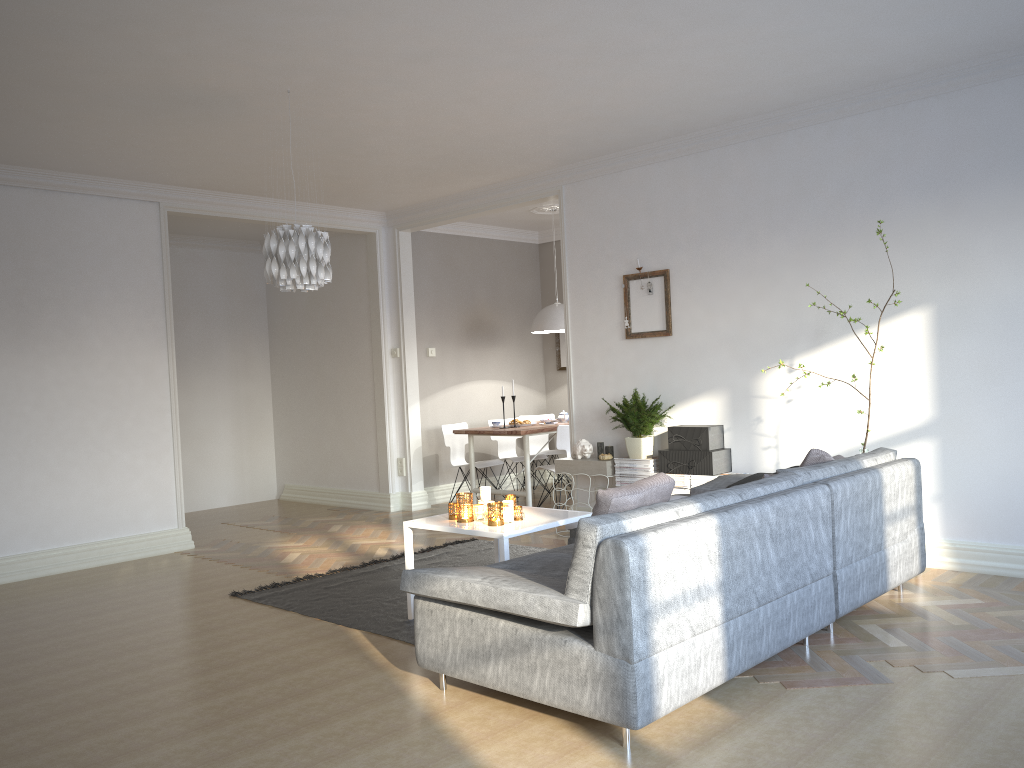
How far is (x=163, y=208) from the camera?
6.8 meters

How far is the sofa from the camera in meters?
2.8

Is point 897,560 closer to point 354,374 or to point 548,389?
point 354,374

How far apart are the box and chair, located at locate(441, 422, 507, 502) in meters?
2.5

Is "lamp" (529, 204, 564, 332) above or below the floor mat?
above

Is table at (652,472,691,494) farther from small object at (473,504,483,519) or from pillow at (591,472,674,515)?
pillow at (591,472,674,515)

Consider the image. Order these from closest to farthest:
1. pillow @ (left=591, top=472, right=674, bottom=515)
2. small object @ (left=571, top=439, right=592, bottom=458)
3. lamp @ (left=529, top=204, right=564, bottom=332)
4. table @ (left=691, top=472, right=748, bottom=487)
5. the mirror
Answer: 1. pillow @ (left=591, top=472, right=674, bottom=515)
2. table @ (left=691, top=472, right=748, bottom=487)
3. small object @ (left=571, top=439, right=592, bottom=458)
4. lamp @ (left=529, top=204, right=564, bottom=332)
5. the mirror

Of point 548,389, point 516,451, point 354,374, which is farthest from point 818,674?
point 548,389

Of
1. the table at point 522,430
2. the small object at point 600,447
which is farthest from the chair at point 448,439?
the small object at point 600,447

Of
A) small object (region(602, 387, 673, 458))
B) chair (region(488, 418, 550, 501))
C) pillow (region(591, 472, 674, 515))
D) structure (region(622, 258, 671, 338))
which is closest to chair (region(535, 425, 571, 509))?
chair (region(488, 418, 550, 501))
